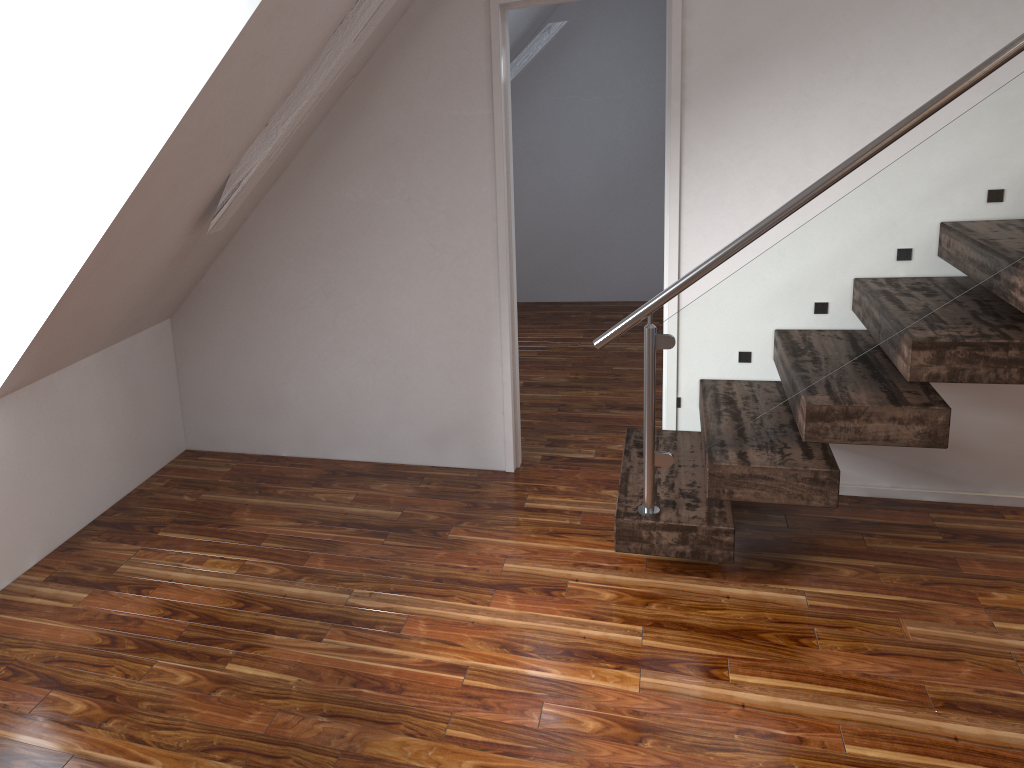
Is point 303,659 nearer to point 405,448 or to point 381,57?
point 405,448

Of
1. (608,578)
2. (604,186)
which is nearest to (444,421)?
A: (608,578)
